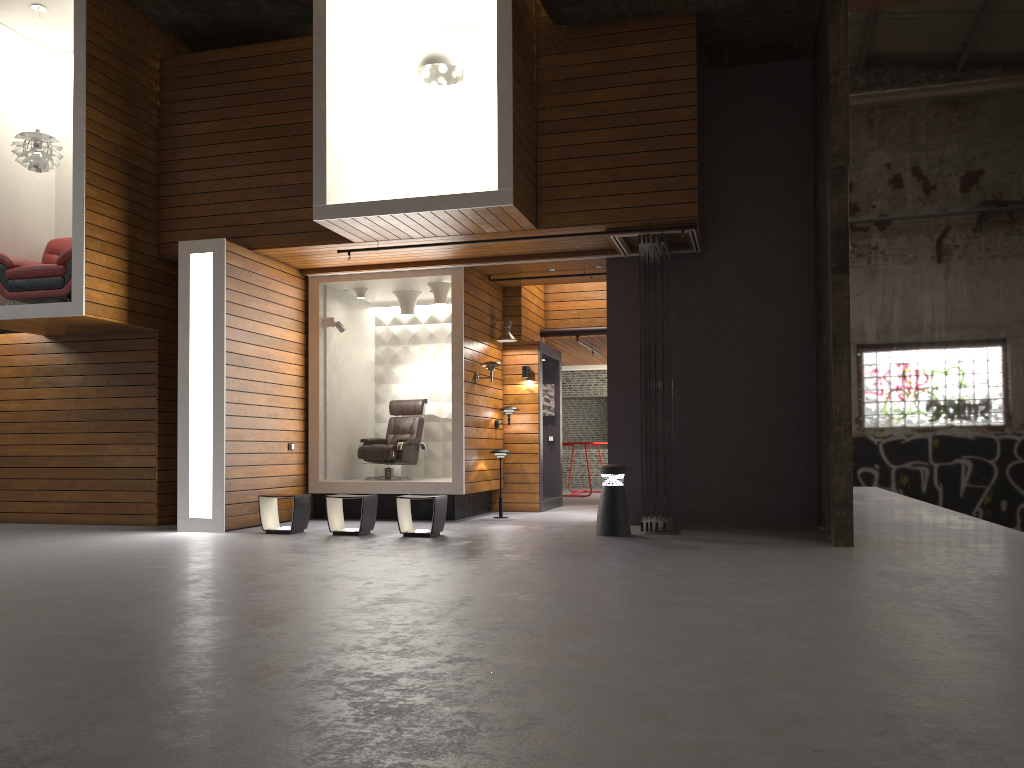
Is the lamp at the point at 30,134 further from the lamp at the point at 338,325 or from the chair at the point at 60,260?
the lamp at the point at 338,325

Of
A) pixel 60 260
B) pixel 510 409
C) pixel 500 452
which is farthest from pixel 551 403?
pixel 60 260

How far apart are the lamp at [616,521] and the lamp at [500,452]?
2.42m

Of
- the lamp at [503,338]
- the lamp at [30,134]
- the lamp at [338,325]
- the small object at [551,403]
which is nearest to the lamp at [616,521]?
the lamp at [503,338]

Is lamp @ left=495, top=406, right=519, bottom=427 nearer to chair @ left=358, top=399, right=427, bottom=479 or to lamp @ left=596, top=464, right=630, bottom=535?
chair @ left=358, top=399, right=427, bottom=479

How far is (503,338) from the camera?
11.5 meters

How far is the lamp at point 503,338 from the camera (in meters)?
11.48

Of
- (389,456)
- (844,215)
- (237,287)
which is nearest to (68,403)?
(237,287)

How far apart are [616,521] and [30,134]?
7.32m

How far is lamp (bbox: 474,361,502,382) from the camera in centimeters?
1078cm
